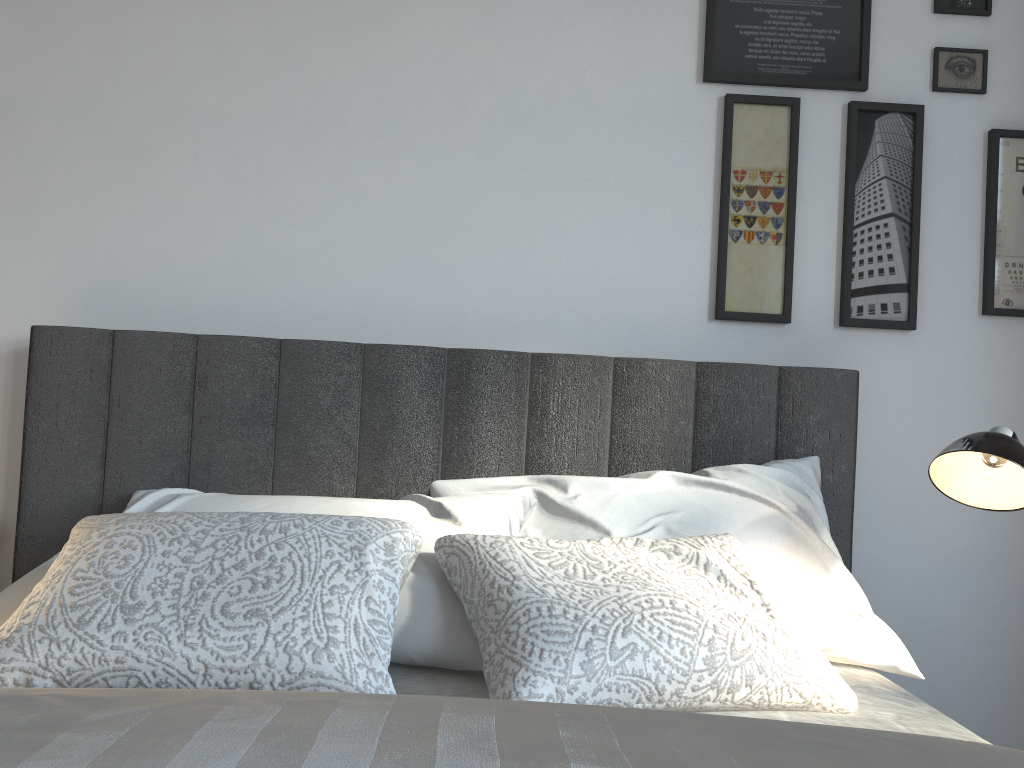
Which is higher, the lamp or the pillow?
the lamp

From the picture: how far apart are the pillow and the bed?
0.0m

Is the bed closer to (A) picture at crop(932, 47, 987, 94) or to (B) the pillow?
(B) the pillow

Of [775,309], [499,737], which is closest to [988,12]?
[775,309]

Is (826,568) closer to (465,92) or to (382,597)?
(382,597)

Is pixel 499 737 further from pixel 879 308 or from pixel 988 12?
pixel 988 12

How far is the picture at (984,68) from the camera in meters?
2.0

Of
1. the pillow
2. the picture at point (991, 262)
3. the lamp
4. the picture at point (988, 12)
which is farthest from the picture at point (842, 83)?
the pillow

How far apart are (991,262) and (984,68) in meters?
0.4

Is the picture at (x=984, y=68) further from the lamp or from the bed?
the lamp
